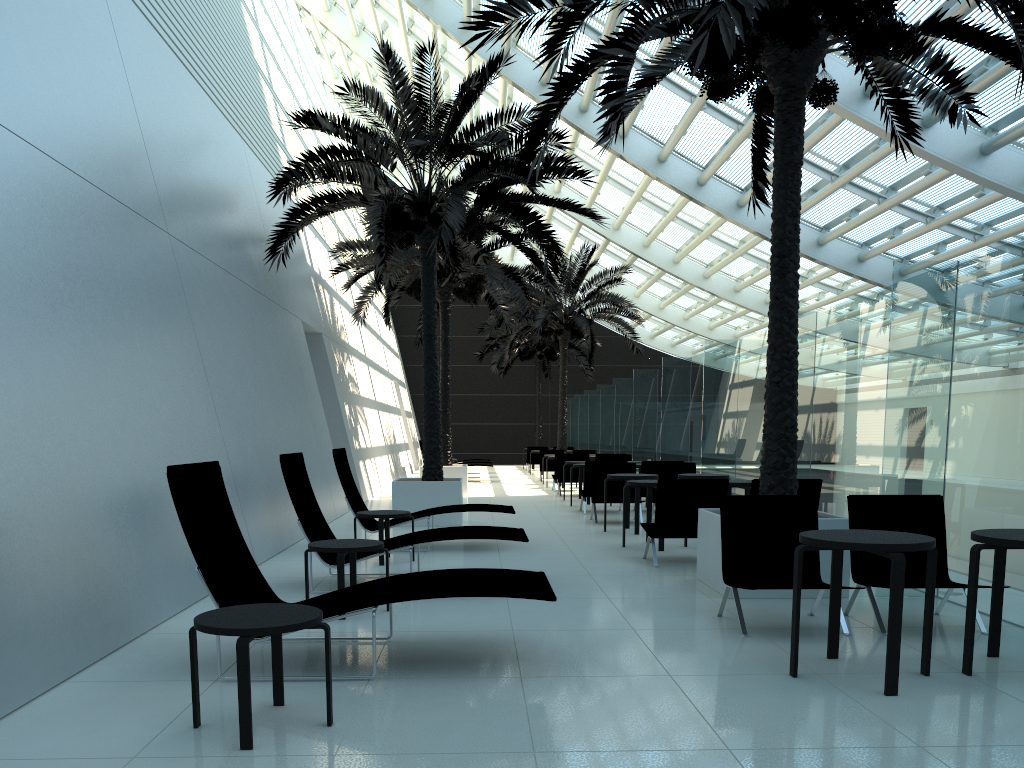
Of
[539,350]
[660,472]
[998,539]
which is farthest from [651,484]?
[539,350]

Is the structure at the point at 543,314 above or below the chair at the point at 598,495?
above

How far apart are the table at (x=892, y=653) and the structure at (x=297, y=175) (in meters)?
7.33

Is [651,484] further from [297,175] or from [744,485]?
[297,175]

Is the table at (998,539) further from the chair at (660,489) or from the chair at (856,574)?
the chair at (660,489)

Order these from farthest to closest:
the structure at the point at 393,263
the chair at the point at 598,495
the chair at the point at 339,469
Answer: the structure at the point at 393,263 → the chair at the point at 598,495 → the chair at the point at 339,469

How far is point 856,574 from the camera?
6.1 meters

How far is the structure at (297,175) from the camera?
11.7 meters

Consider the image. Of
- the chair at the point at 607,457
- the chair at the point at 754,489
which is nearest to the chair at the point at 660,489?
the chair at the point at 754,489

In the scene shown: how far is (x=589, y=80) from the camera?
17.7m
